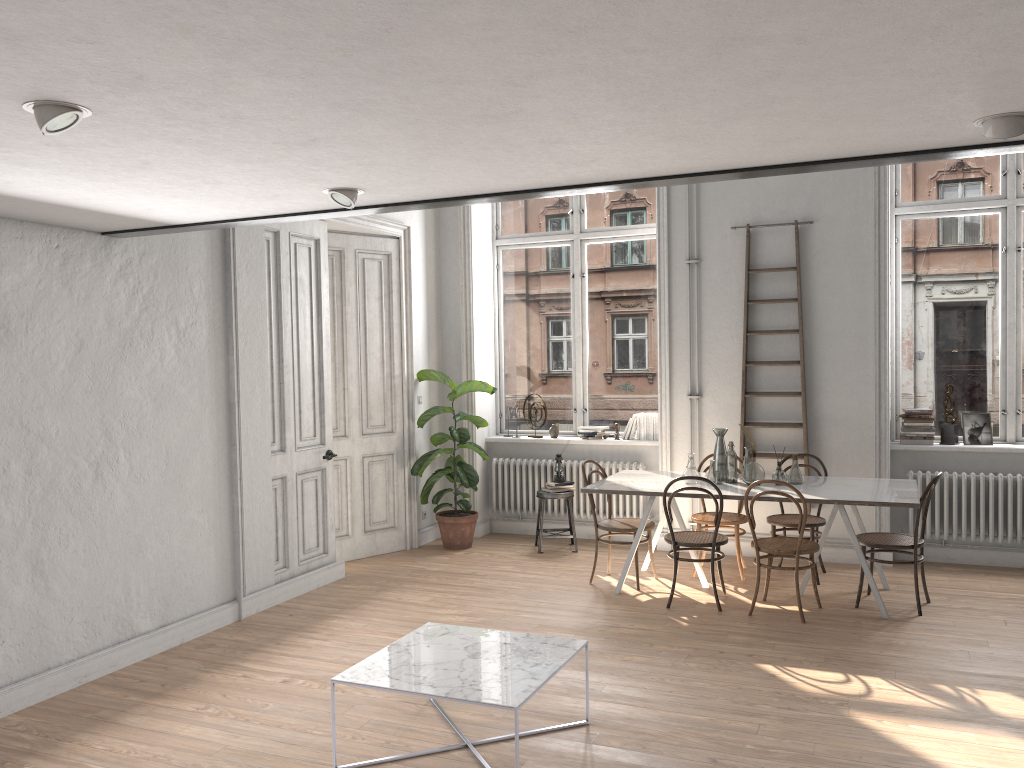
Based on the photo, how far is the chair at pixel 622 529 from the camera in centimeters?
652cm

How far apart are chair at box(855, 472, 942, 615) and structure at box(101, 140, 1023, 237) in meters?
3.0

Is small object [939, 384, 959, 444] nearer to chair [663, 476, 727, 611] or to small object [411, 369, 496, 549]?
chair [663, 476, 727, 611]

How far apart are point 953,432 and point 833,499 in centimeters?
213cm

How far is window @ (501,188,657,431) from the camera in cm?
833

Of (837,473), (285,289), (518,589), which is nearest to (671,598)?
(518,589)

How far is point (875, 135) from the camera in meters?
3.1 m

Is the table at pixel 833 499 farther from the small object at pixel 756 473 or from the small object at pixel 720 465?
the small object at pixel 720 465

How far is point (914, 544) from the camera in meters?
5.8 m

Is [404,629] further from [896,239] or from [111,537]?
[896,239]
